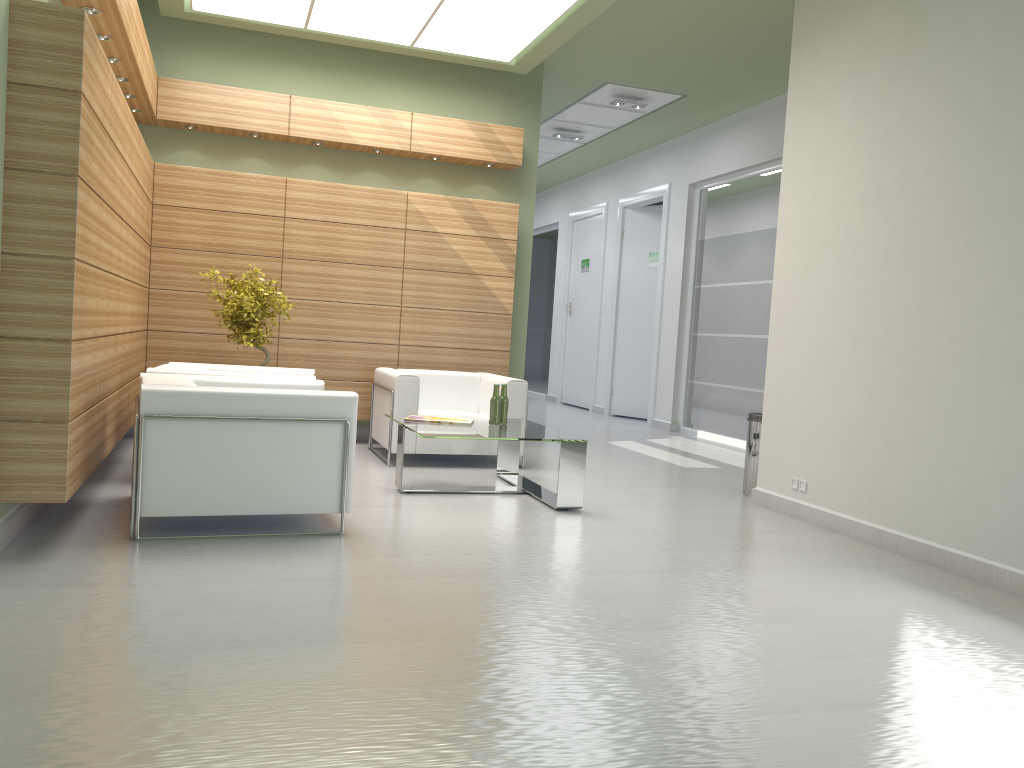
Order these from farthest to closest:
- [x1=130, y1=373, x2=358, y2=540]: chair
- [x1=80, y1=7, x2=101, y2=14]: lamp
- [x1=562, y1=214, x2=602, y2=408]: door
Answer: [x1=562, y1=214, x2=602, y2=408]: door
[x1=80, y1=7, x2=101, y2=14]: lamp
[x1=130, y1=373, x2=358, y2=540]: chair

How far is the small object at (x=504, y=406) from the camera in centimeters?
1038cm

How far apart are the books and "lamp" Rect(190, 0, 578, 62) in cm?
533

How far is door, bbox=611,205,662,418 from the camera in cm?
2118

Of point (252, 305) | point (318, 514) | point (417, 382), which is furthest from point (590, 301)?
point (318, 514)

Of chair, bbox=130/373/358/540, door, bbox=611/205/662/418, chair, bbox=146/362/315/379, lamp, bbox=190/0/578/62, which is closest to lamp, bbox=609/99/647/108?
lamp, bbox=190/0/578/62

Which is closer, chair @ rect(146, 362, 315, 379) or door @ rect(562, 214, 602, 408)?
chair @ rect(146, 362, 315, 379)

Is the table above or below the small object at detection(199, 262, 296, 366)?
below

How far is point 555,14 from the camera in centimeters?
1148cm

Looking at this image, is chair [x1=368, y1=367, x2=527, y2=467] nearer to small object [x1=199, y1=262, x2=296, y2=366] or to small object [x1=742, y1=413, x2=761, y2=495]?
small object [x1=199, y1=262, x2=296, y2=366]
